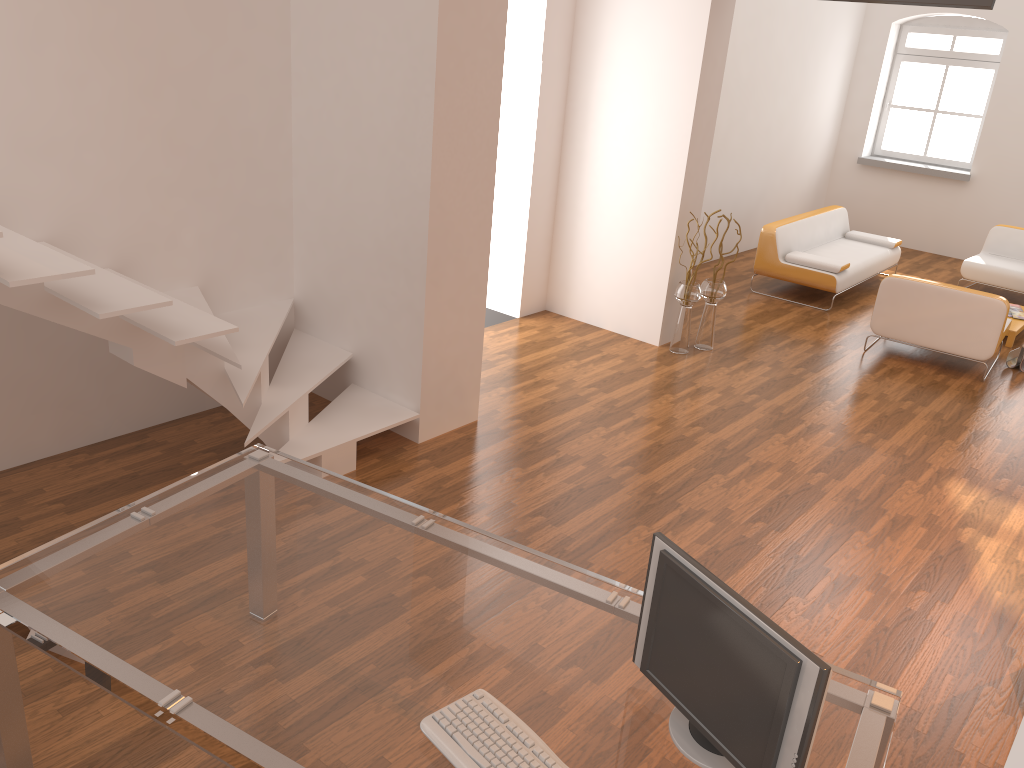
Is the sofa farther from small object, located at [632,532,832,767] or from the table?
small object, located at [632,532,832,767]

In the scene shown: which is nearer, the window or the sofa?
the sofa

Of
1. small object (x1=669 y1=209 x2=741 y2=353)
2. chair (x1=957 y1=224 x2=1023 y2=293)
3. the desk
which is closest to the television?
small object (x1=669 y1=209 x2=741 y2=353)

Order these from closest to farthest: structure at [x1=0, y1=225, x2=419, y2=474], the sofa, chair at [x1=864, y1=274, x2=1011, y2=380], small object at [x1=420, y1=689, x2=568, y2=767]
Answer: small object at [x1=420, y1=689, x2=568, y2=767], structure at [x1=0, y1=225, x2=419, y2=474], chair at [x1=864, y1=274, x2=1011, y2=380], the sofa

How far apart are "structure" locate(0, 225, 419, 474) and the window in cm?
894

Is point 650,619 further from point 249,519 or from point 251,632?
point 249,519

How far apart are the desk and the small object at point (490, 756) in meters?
0.0

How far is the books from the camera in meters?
8.0

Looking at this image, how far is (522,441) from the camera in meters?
5.1

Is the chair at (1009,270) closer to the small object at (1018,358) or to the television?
the small object at (1018,358)
